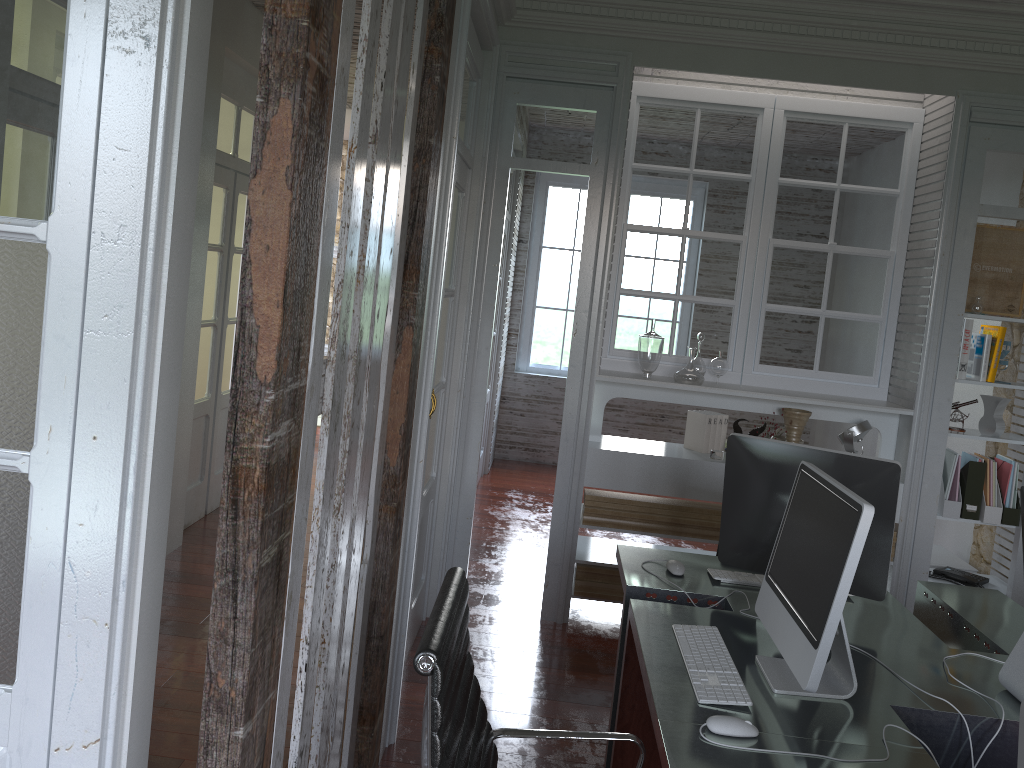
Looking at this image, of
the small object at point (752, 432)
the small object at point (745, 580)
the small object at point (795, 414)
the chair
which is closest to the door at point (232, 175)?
the small object at point (752, 432)

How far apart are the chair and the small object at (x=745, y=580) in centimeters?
102cm

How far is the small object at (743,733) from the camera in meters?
1.8 m

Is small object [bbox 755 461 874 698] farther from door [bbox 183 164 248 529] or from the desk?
door [bbox 183 164 248 529]

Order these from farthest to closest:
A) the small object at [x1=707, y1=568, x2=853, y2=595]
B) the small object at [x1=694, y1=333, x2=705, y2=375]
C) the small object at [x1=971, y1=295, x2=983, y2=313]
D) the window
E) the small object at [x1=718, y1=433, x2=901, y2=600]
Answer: the window → the small object at [x1=694, y1=333, x2=705, y2=375] → the small object at [x1=971, y1=295, x2=983, y2=313] → the small object at [x1=707, y1=568, x2=853, y2=595] → the small object at [x1=718, y1=433, x2=901, y2=600]

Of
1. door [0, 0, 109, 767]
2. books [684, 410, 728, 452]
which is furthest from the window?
door [0, 0, 109, 767]

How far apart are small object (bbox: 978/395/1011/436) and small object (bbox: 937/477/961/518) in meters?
0.4

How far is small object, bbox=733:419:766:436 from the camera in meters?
4.4 m

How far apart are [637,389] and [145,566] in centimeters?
302cm

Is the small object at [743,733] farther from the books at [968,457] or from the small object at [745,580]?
the books at [968,457]
